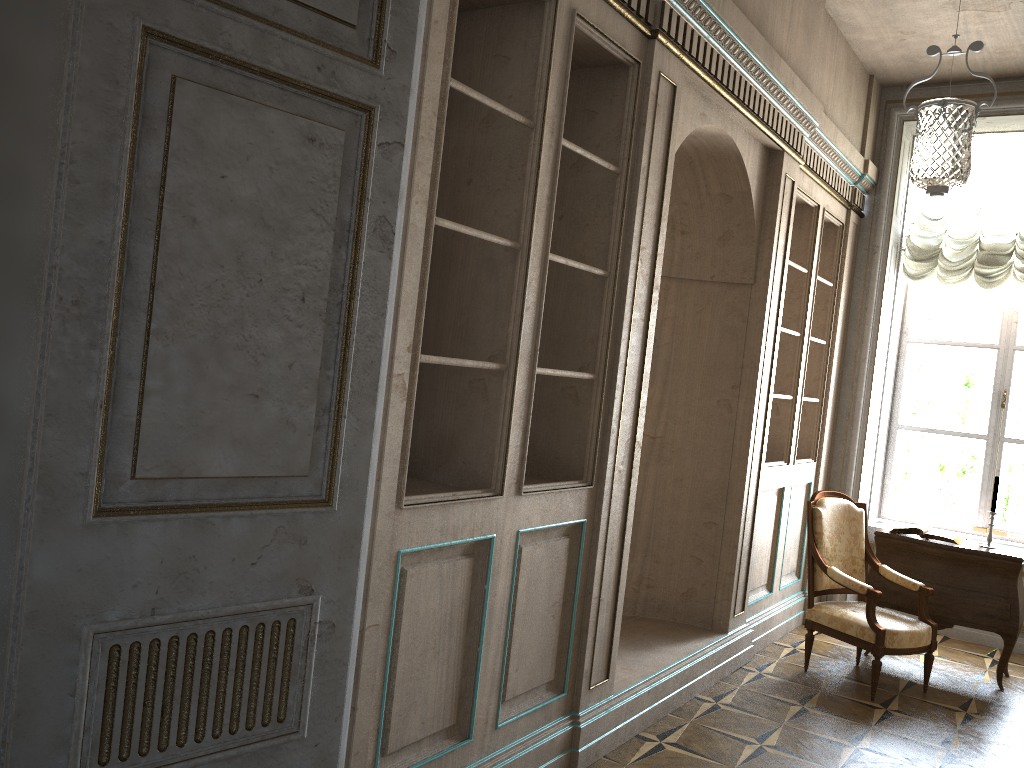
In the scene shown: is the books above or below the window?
below

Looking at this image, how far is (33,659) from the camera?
1.57m

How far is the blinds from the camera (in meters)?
6.10

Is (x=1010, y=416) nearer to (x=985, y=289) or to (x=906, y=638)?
(x=985, y=289)

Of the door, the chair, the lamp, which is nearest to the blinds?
the lamp

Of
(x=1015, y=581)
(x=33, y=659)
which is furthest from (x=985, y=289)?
(x=33, y=659)

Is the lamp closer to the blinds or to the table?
the blinds

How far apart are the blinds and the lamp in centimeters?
7cm

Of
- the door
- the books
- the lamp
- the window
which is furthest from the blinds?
the door

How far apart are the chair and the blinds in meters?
1.9 m
